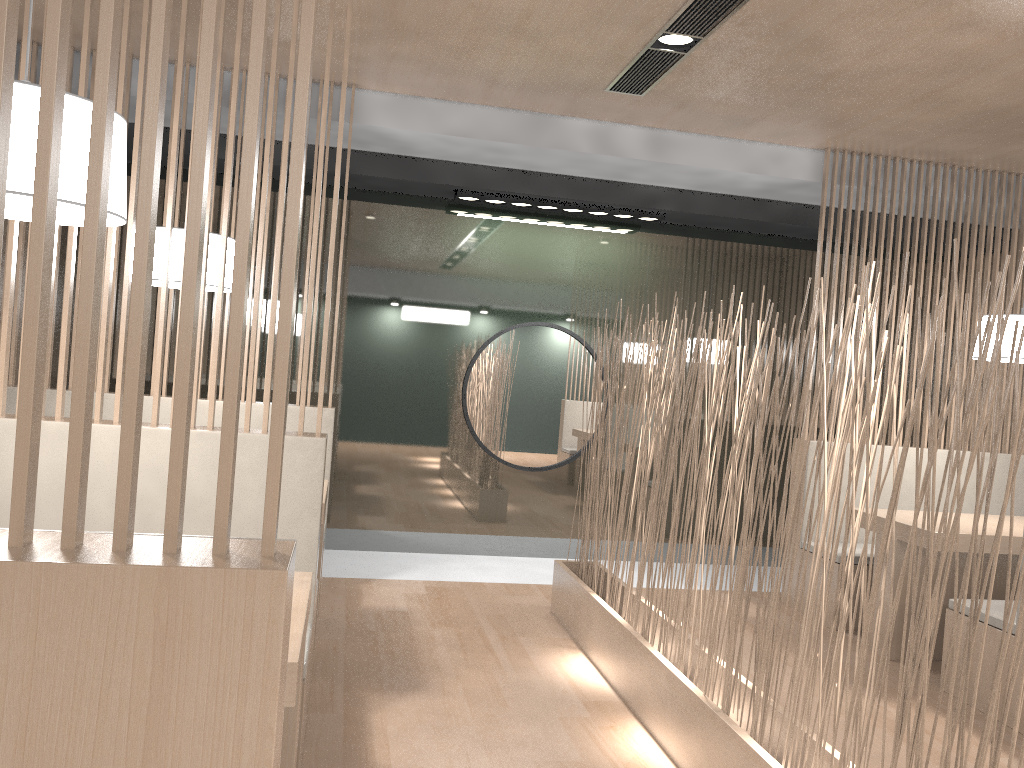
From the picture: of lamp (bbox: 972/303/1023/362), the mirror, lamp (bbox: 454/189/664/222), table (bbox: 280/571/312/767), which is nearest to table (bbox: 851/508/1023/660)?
lamp (bbox: 972/303/1023/362)

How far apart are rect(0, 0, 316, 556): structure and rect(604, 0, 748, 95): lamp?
1.60m

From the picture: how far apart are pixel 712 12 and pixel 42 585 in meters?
1.9

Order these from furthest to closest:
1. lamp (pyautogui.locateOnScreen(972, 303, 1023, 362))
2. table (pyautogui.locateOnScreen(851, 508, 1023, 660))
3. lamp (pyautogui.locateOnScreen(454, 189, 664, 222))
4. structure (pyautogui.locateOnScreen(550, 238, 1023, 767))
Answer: lamp (pyautogui.locateOnScreen(454, 189, 664, 222))
lamp (pyautogui.locateOnScreen(972, 303, 1023, 362))
table (pyautogui.locateOnScreen(851, 508, 1023, 660))
structure (pyautogui.locateOnScreen(550, 238, 1023, 767))

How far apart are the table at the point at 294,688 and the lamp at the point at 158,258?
1.01m

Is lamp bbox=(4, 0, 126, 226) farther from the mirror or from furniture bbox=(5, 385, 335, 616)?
the mirror

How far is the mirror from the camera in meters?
3.5 m

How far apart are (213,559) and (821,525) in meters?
2.8 m

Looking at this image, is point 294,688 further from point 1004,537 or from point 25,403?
point 1004,537

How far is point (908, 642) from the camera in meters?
1.2
